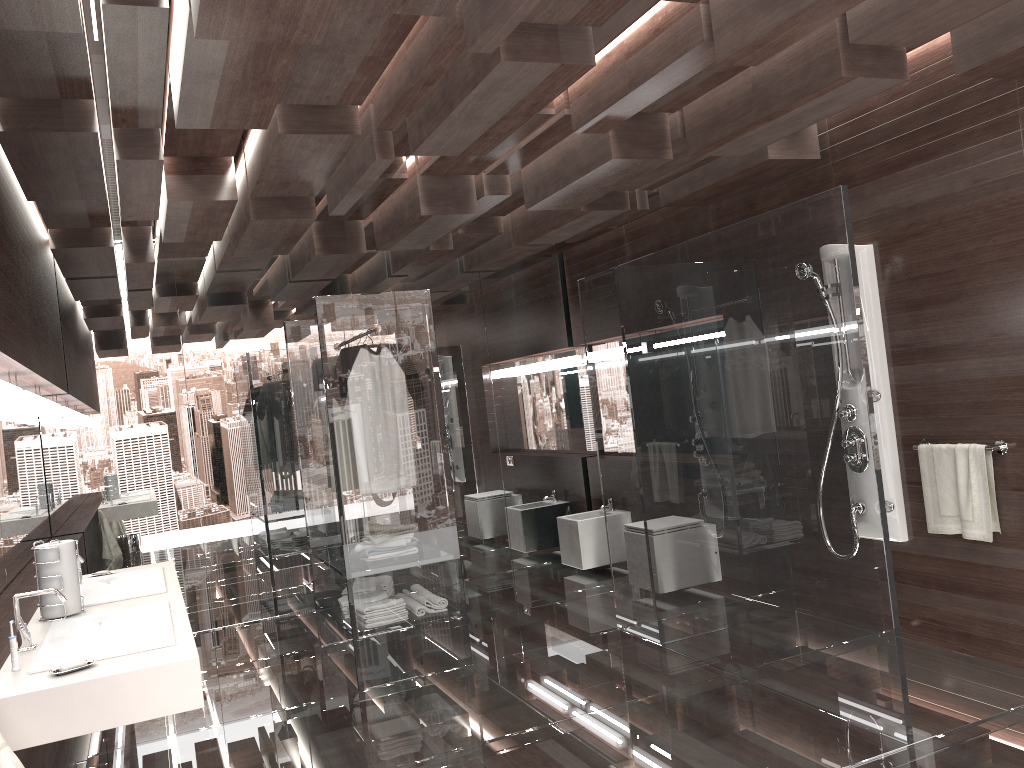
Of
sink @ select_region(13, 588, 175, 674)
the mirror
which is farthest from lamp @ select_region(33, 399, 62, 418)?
sink @ select_region(13, 588, 175, 674)

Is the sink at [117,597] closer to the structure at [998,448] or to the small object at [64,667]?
the small object at [64,667]

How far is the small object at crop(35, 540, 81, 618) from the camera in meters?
3.0

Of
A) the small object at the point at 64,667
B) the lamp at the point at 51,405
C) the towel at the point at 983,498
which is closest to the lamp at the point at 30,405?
the lamp at the point at 51,405

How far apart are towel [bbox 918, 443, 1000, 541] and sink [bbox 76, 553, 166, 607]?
3.27m

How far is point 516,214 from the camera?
5.9m

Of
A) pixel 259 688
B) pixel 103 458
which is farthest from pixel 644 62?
pixel 103 458

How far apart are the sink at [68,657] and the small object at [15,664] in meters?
0.0 m

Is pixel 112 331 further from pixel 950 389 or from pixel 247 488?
pixel 950 389

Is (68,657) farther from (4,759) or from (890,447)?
(890,447)
